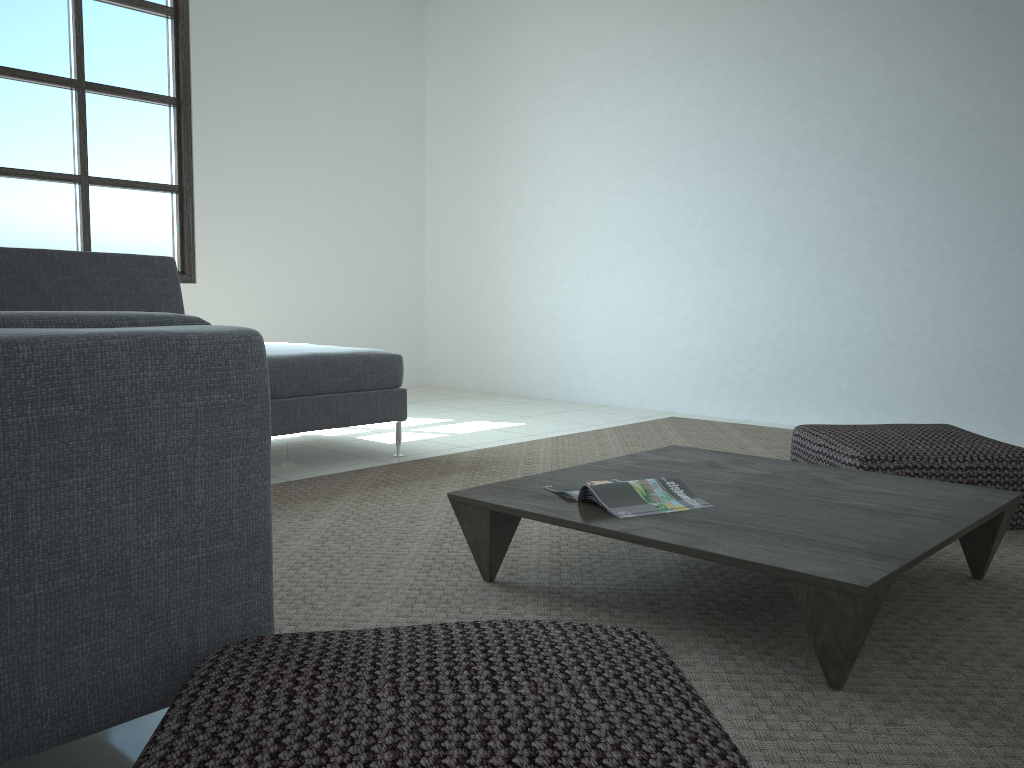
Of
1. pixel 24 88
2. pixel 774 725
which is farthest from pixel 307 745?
pixel 24 88

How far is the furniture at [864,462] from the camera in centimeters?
266cm

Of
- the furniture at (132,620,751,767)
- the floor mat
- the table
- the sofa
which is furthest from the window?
the furniture at (132,620,751,767)

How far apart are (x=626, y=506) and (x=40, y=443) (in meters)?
1.26

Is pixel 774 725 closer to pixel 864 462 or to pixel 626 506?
pixel 626 506

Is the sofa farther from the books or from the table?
the books

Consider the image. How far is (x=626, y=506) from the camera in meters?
2.0 m

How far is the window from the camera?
4.8m

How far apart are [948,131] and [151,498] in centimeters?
435cm

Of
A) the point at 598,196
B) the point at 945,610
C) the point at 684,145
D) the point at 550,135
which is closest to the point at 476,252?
the point at 550,135
